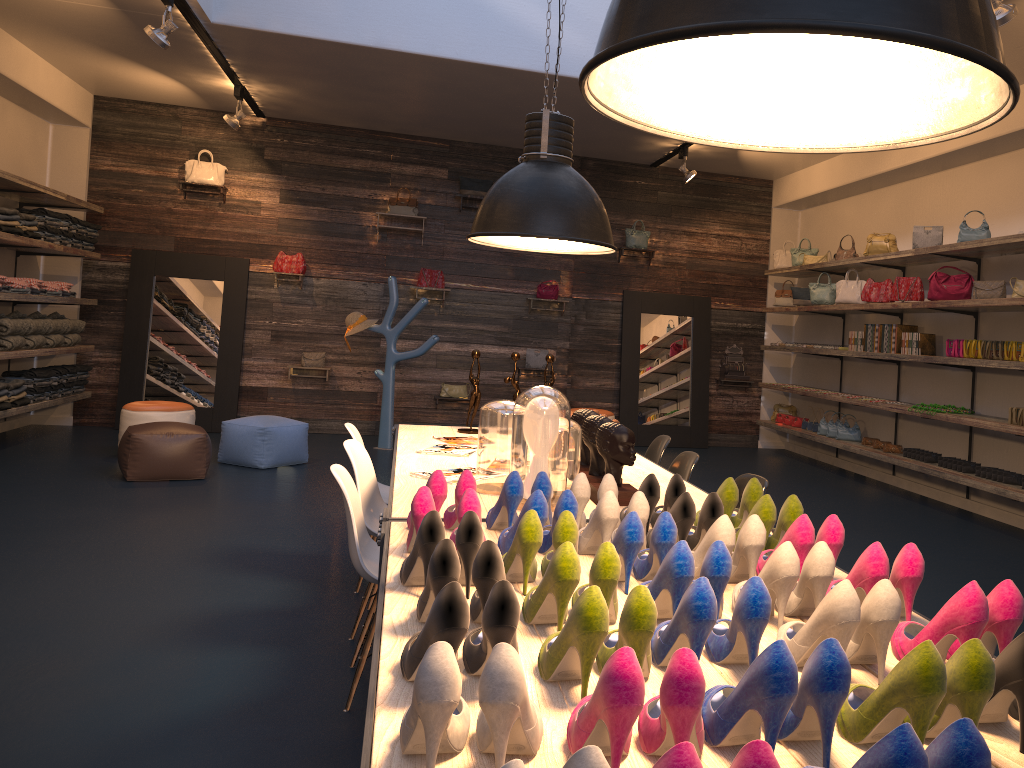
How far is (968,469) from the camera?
6.9 meters

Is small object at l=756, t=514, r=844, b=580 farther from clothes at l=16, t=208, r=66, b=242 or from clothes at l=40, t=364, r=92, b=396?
clothes at l=40, t=364, r=92, b=396

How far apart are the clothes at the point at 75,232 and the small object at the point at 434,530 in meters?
8.3

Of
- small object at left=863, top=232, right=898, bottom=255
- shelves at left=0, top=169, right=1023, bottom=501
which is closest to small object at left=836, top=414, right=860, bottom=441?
shelves at left=0, top=169, right=1023, bottom=501

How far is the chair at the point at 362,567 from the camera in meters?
3.1 m

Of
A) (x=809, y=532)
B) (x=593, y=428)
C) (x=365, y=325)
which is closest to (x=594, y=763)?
(x=809, y=532)

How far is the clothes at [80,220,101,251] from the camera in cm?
932

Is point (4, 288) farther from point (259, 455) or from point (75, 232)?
point (259, 455)

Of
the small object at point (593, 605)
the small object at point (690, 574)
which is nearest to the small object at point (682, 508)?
the small object at point (690, 574)

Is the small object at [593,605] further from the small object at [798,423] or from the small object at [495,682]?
the small object at [798,423]
